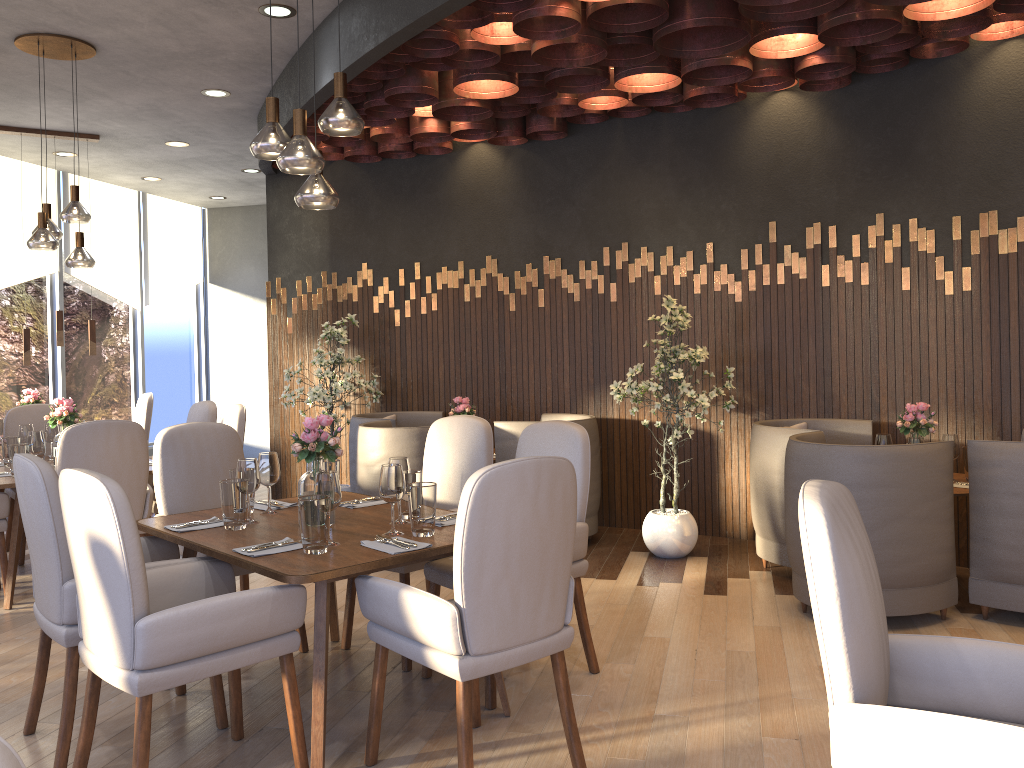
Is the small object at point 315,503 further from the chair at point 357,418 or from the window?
the window

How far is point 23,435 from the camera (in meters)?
5.40

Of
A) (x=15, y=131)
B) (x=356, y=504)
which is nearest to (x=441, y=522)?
(x=356, y=504)

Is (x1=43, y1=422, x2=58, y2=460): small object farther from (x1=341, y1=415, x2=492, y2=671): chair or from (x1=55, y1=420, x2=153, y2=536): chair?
(x1=341, y1=415, x2=492, y2=671): chair

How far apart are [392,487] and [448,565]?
0.57m

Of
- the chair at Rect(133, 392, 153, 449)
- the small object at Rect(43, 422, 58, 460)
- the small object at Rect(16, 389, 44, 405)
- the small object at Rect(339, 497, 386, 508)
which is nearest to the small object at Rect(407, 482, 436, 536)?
the small object at Rect(339, 497, 386, 508)

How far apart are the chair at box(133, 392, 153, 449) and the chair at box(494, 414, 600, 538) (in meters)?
3.51

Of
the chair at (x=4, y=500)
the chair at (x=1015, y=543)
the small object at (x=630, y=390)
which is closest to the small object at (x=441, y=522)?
the small object at (x=630, y=390)

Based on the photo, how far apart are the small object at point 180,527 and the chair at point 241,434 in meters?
2.1 m

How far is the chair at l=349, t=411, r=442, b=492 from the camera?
6.42m
